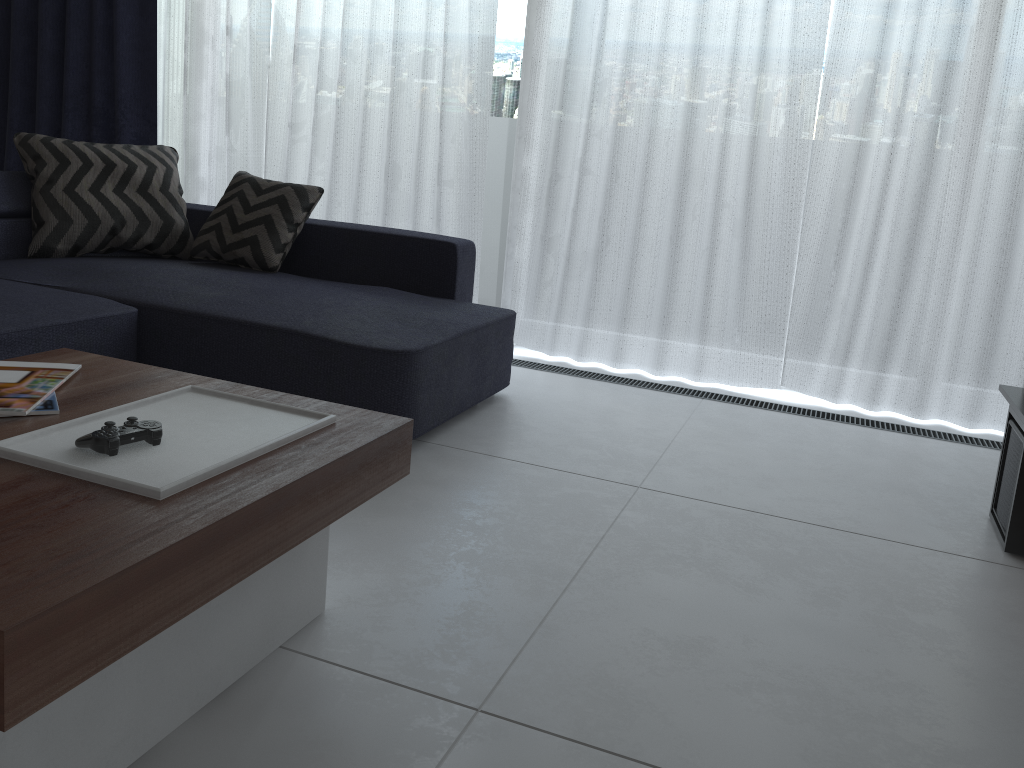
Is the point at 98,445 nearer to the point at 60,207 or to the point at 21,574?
the point at 21,574

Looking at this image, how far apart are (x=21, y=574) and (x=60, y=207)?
2.56m

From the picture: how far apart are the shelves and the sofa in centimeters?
145cm

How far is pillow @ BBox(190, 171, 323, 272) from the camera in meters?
3.1

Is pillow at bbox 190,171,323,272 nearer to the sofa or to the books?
the sofa

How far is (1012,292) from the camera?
3.0 meters

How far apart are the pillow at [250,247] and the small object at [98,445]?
1.9 meters

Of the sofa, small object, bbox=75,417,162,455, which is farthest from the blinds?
small object, bbox=75,417,162,455

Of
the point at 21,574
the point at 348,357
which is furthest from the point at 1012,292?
the point at 21,574

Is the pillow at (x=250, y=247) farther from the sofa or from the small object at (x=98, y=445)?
the small object at (x=98, y=445)
